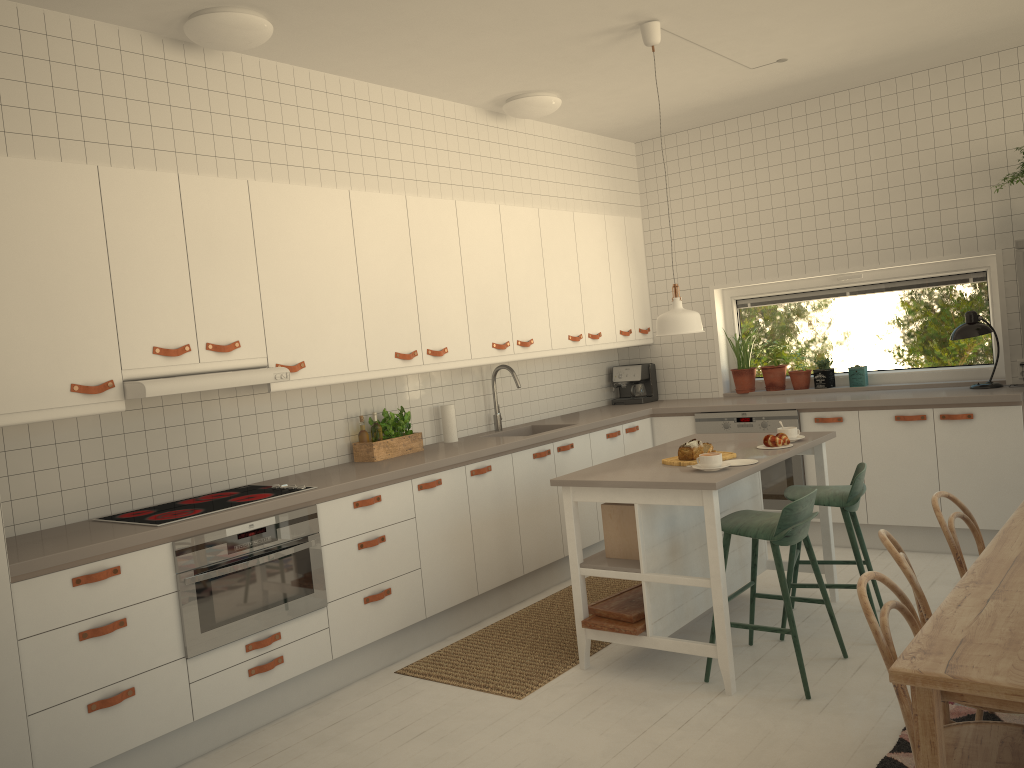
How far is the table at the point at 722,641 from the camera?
3.5m

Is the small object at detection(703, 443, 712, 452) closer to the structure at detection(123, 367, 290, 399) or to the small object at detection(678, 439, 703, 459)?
the small object at detection(678, 439, 703, 459)

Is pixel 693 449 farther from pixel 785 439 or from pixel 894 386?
pixel 894 386

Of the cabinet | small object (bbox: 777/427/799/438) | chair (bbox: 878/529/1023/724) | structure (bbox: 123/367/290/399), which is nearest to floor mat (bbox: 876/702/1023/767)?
chair (bbox: 878/529/1023/724)

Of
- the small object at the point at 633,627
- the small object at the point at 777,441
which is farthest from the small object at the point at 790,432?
the small object at the point at 633,627

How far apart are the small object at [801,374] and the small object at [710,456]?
2.7m

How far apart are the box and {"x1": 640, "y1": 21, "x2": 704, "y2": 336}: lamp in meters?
0.8 m

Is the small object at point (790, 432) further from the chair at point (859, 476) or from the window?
the window

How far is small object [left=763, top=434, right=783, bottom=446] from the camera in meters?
4.2

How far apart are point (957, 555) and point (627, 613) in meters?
1.4
